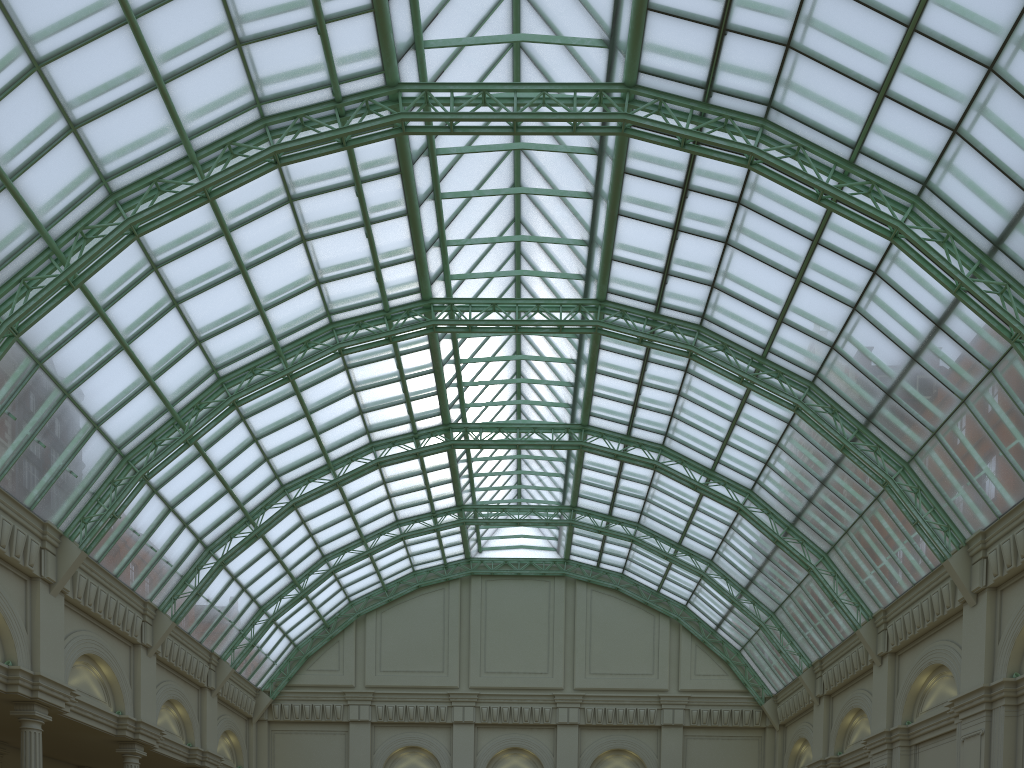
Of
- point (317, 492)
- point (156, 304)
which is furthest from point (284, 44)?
point (317, 492)
